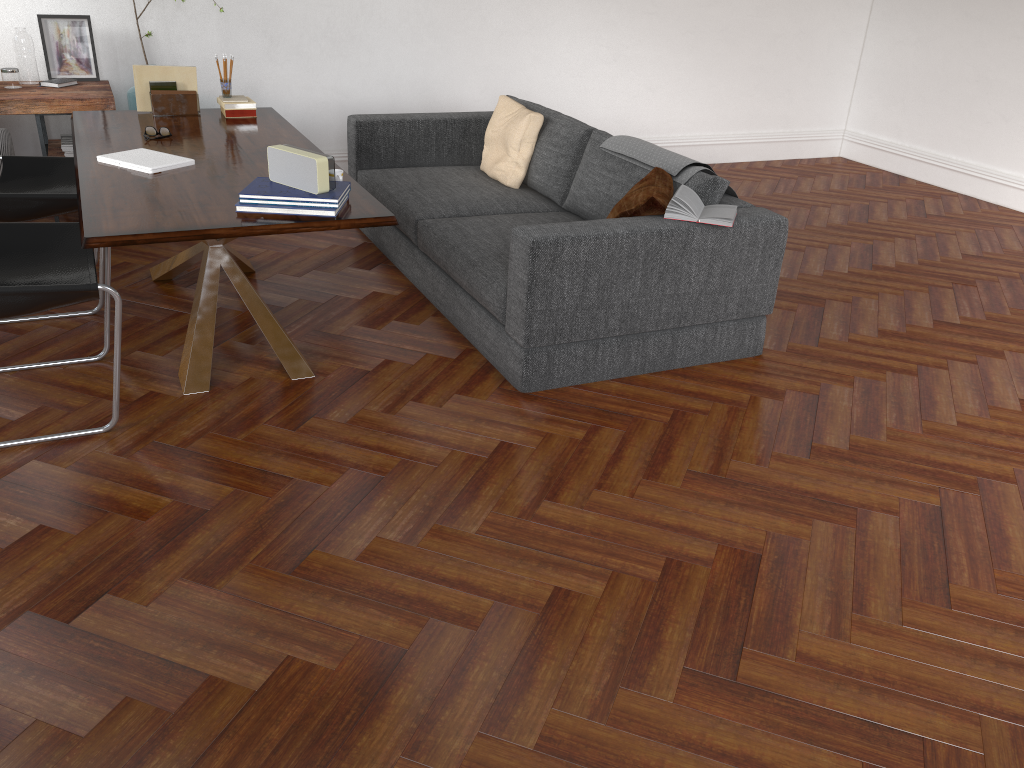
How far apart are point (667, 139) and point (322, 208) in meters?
5.1 m

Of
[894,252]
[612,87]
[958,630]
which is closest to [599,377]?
[958,630]

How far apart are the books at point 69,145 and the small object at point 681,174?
3.1 meters

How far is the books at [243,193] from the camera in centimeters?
308cm

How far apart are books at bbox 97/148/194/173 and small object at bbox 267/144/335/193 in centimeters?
60cm

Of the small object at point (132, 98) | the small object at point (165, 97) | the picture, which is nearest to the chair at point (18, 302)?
the small object at point (165, 97)

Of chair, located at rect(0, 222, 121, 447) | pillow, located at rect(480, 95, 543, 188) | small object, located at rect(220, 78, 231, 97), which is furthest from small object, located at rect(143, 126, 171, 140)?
pillow, located at rect(480, 95, 543, 188)

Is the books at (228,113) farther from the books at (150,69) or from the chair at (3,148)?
the chair at (3,148)

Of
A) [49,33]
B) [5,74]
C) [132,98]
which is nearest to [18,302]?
[5,74]

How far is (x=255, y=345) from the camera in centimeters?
390cm
